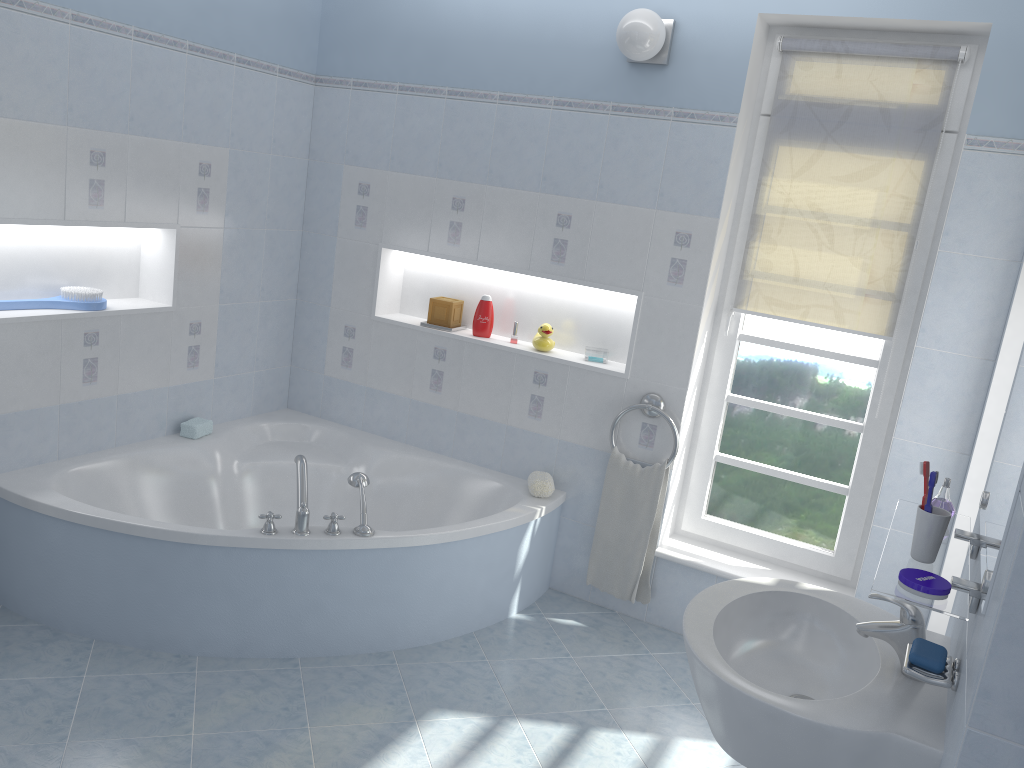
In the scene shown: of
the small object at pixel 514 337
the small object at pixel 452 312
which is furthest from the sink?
the small object at pixel 452 312

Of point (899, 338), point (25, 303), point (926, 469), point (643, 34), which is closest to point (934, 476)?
point (926, 469)

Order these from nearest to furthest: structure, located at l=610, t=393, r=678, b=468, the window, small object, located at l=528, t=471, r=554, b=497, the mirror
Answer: the mirror
the window
structure, located at l=610, t=393, r=678, b=468
small object, located at l=528, t=471, r=554, b=497

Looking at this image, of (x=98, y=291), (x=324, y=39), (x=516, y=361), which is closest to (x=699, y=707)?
(x=516, y=361)

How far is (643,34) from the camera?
3.2 meters

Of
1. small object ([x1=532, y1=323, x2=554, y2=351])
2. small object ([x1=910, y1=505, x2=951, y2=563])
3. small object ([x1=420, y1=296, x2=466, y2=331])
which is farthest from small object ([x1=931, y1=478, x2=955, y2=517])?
small object ([x1=420, y1=296, x2=466, y2=331])

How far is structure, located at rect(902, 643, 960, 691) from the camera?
1.56m

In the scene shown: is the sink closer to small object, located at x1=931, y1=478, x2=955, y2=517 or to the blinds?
small object, located at x1=931, y1=478, x2=955, y2=517

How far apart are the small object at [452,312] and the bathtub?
0.6 meters

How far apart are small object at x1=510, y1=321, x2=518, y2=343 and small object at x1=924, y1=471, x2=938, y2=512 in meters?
2.4 m
